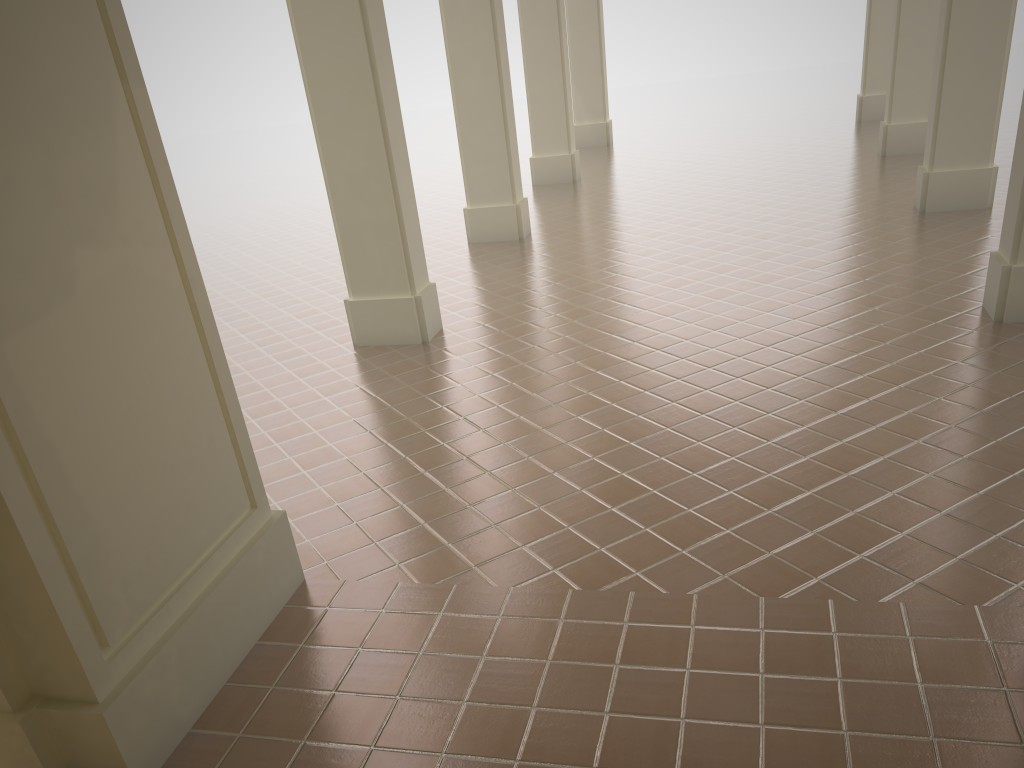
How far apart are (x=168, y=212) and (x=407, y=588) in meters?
2.1
